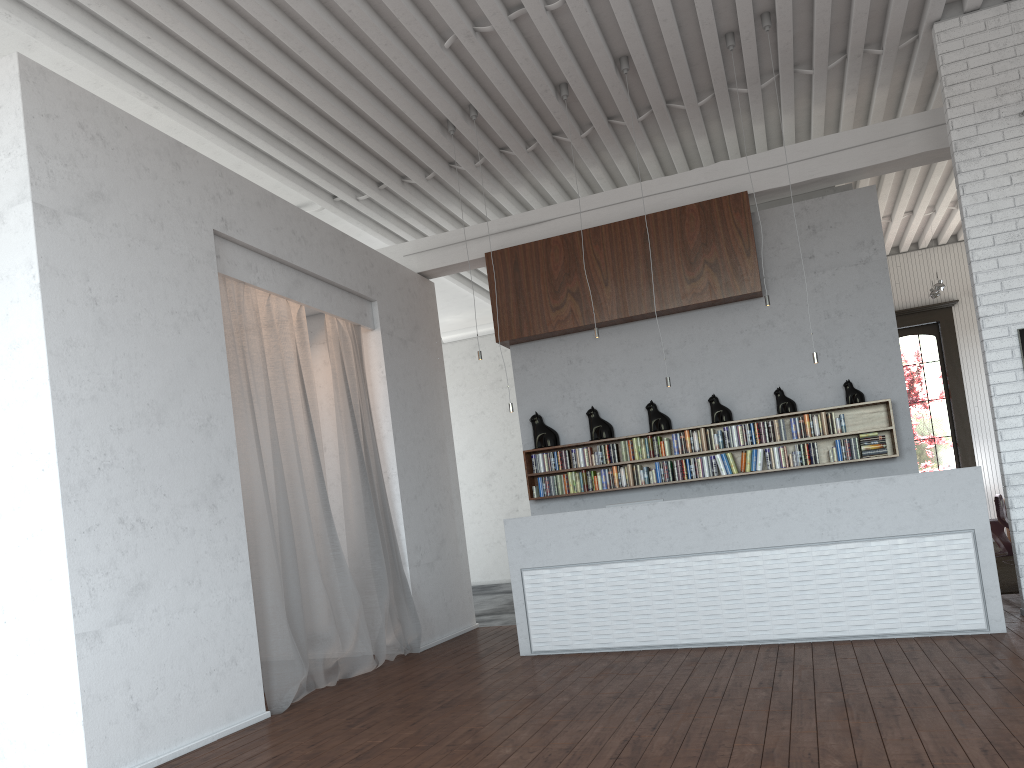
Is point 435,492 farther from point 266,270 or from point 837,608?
point 837,608

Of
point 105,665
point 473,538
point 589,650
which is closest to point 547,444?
point 589,650

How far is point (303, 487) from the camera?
6.6 meters
